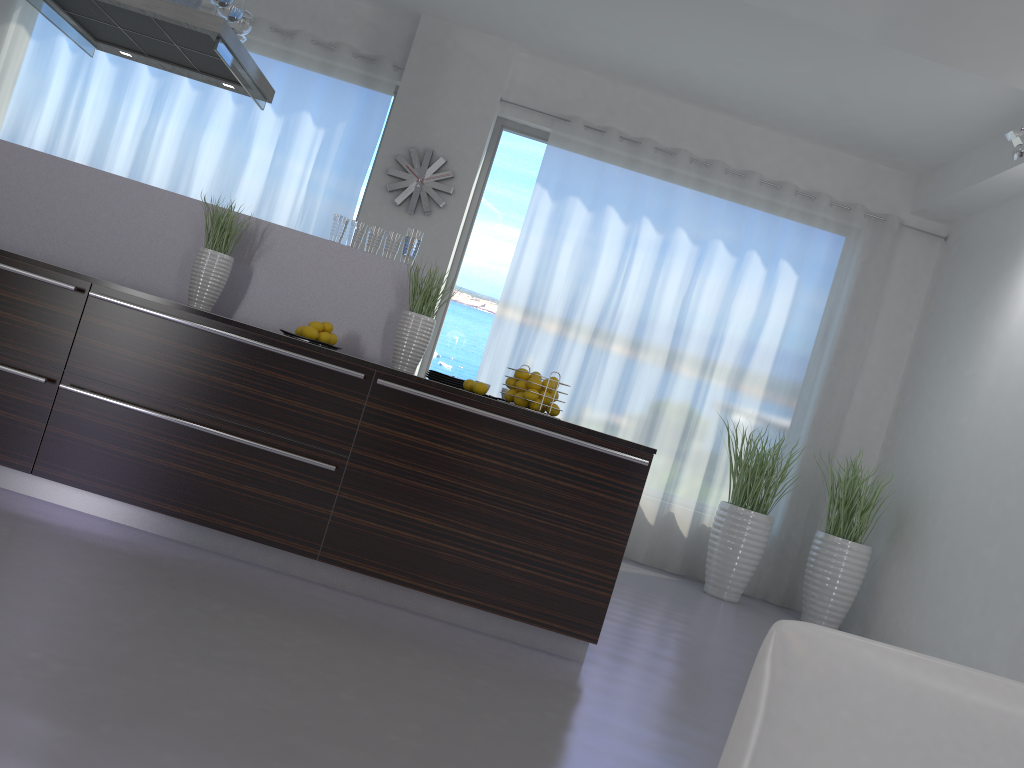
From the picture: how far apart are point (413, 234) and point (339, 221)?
0.3m

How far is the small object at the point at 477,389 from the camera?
3.47m

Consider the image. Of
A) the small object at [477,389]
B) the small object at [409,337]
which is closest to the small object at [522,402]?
the small object at [477,389]

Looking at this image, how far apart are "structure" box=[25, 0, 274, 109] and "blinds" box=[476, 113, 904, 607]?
2.5m

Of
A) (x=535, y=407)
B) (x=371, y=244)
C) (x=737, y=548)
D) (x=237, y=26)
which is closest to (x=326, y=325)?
(x=371, y=244)

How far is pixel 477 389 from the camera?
3.47m

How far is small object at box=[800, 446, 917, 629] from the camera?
6.1m

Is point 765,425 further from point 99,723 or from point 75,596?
point 99,723

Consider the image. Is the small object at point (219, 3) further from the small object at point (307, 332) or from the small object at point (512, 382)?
the small object at point (512, 382)

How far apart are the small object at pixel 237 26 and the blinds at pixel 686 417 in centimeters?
286cm
